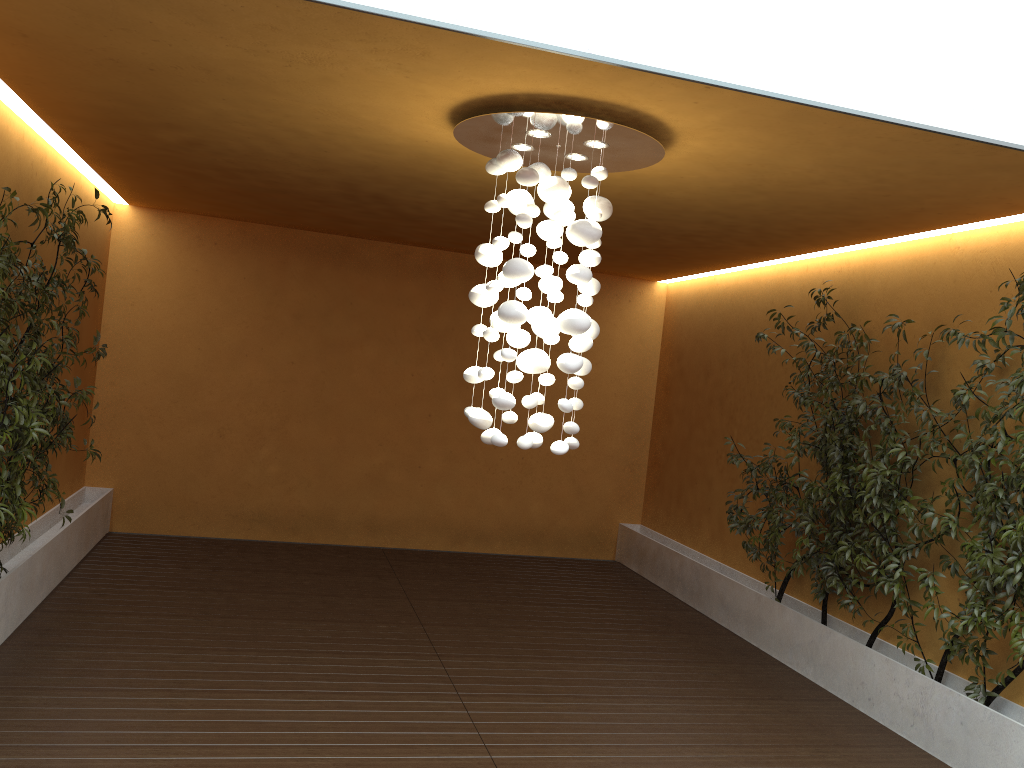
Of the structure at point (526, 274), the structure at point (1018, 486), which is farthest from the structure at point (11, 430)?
the structure at point (1018, 486)

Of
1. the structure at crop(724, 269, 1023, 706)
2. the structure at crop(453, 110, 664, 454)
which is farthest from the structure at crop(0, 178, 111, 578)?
the structure at crop(724, 269, 1023, 706)

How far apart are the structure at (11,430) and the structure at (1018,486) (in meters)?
4.35

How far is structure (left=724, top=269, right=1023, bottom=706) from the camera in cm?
446

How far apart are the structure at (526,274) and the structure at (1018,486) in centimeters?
197cm

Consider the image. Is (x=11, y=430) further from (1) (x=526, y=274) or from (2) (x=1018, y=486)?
(2) (x=1018, y=486)

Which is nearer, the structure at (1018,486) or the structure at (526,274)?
the structure at (526,274)

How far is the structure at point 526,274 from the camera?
3.9 meters

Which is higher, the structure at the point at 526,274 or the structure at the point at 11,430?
the structure at the point at 526,274

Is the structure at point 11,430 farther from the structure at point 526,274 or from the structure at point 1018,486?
the structure at point 1018,486
